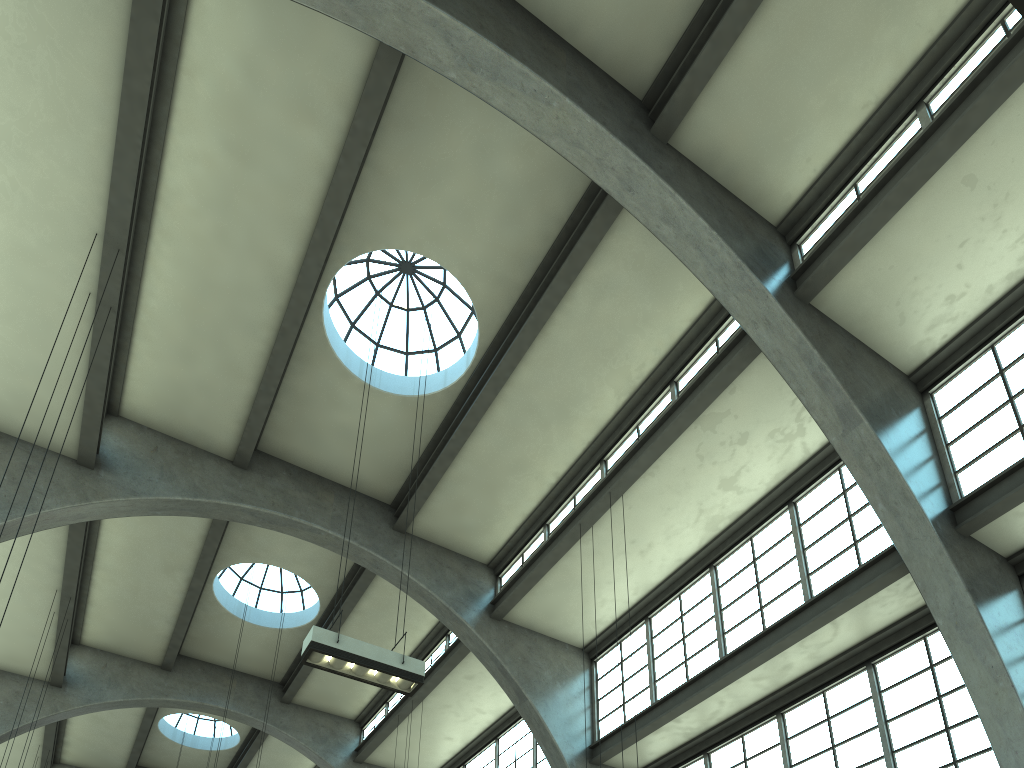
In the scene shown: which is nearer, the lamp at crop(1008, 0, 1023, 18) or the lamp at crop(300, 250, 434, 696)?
the lamp at crop(1008, 0, 1023, 18)

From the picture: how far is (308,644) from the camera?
9.3m

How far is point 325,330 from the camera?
14.54m

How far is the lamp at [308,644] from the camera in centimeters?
934cm

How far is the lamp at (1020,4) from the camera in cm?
498

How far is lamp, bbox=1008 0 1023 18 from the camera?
4.98m

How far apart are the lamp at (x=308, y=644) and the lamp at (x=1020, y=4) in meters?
8.3

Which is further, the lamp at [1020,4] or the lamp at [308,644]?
the lamp at [308,644]

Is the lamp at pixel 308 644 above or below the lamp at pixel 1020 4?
above

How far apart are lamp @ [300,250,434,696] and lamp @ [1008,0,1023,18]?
8.3 meters
